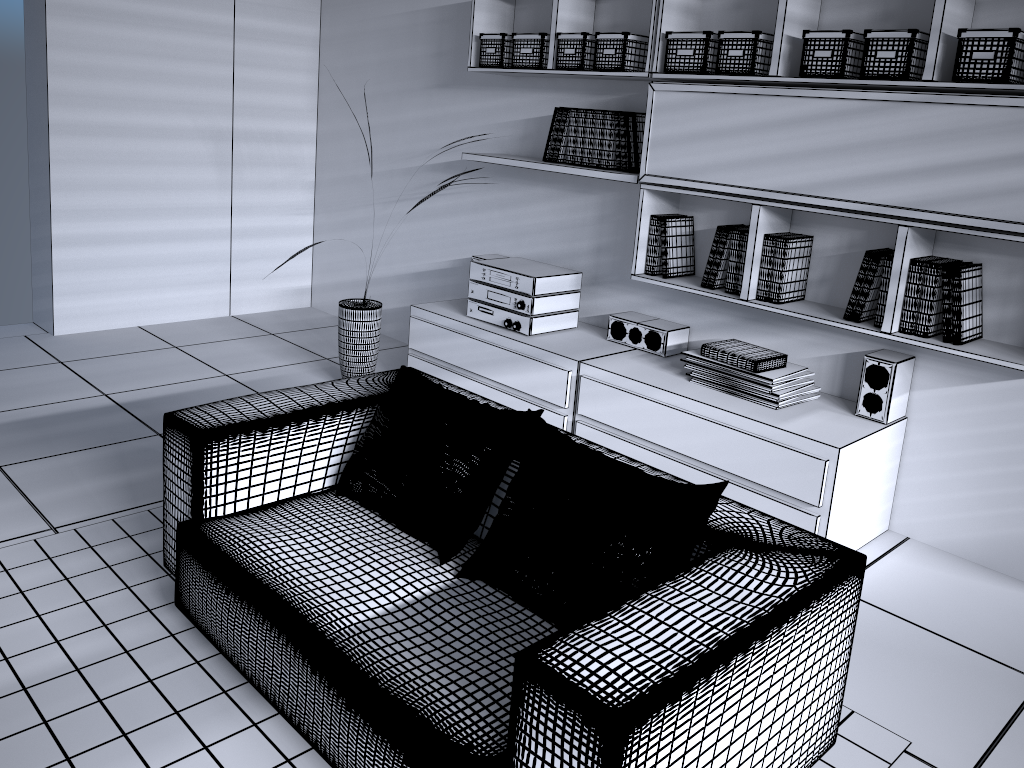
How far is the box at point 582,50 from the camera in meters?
3.7

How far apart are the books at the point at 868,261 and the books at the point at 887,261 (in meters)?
0.06

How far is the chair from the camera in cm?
153

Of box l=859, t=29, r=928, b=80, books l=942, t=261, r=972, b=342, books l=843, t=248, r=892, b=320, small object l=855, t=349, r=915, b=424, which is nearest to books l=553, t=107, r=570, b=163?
box l=859, t=29, r=928, b=80

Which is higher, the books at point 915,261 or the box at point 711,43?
the box at point 711,43

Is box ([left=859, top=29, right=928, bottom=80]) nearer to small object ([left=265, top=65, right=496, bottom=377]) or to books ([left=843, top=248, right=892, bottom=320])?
books ([left=843, top=248, right=892, bottom=320])

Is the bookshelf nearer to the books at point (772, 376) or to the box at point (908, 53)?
the box at point (908, 53)

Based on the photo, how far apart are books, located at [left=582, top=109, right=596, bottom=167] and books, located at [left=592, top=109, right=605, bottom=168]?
0.0m

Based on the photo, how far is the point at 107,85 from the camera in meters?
4.8 m

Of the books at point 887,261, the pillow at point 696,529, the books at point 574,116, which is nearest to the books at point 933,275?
the books at point 887,261
